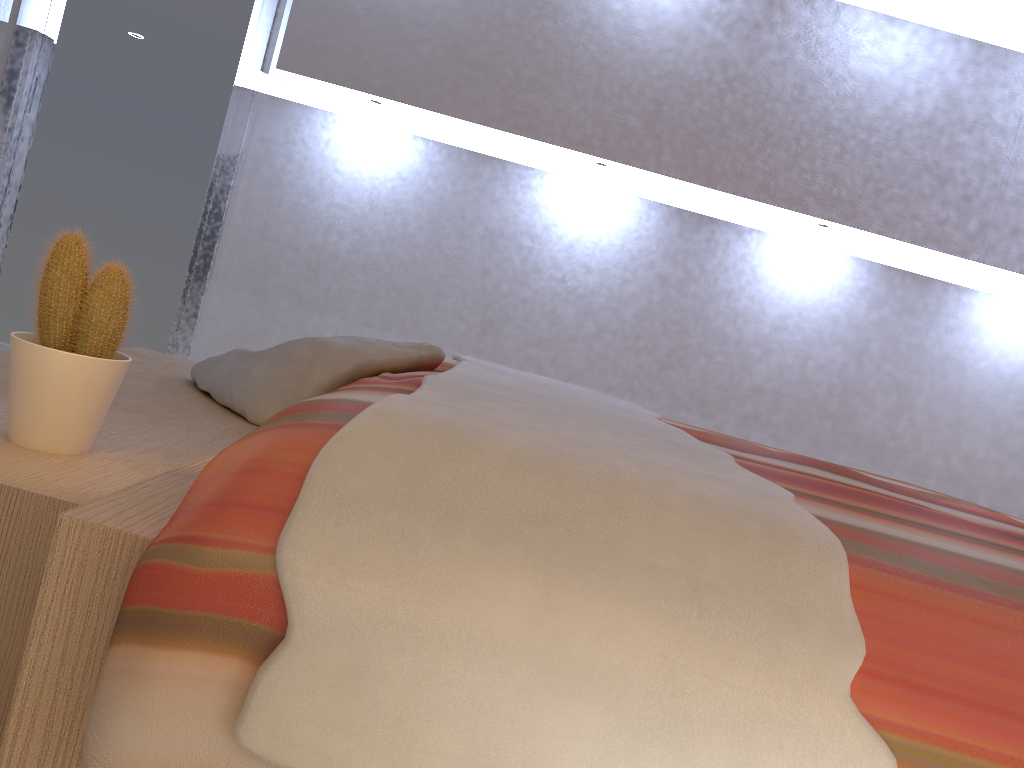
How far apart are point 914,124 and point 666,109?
0.98m

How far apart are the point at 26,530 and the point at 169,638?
0.4m

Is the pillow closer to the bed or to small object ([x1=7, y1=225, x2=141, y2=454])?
the bed

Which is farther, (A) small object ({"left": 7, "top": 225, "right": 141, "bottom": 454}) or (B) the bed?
(A) small object ({"left": 7, "top": 225, "right": 141, "bottom": 454})

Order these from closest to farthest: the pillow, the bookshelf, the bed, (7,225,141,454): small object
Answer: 1. the bed
2. the bookshelf
3. (7,225,141,454): small object
4. the pillow

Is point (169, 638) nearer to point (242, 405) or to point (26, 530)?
point (26, 530)

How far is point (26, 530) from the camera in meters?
0.9

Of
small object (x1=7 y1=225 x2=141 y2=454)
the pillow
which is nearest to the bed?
the pillow

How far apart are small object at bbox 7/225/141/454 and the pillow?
0.50m

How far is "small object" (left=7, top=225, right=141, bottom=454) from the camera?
1.1m
